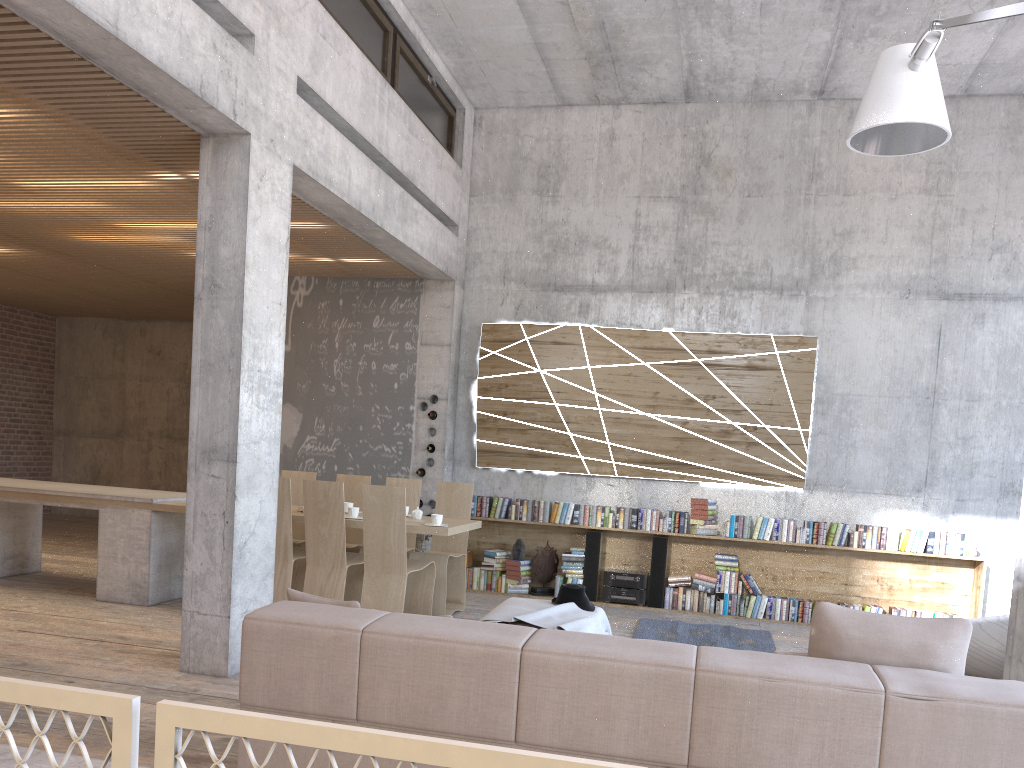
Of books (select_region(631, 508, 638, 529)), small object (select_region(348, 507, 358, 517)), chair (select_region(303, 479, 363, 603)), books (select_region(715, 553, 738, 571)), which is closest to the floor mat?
books (select_region(715, 553, 738, 571))

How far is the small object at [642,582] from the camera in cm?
872

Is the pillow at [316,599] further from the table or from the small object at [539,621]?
the table

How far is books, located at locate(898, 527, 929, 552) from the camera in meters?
8.2 m

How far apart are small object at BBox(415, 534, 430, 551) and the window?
4.0m

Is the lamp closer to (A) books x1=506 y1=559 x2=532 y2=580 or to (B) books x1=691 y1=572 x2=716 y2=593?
(B) books x1=691 y1=572 x2=716 y2=593

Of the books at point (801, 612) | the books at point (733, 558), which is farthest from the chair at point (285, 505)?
the books at point (801, 612)

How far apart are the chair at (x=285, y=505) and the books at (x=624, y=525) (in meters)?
3.20

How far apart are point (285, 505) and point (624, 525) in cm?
359

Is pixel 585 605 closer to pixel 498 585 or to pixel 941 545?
pixel 498 585
